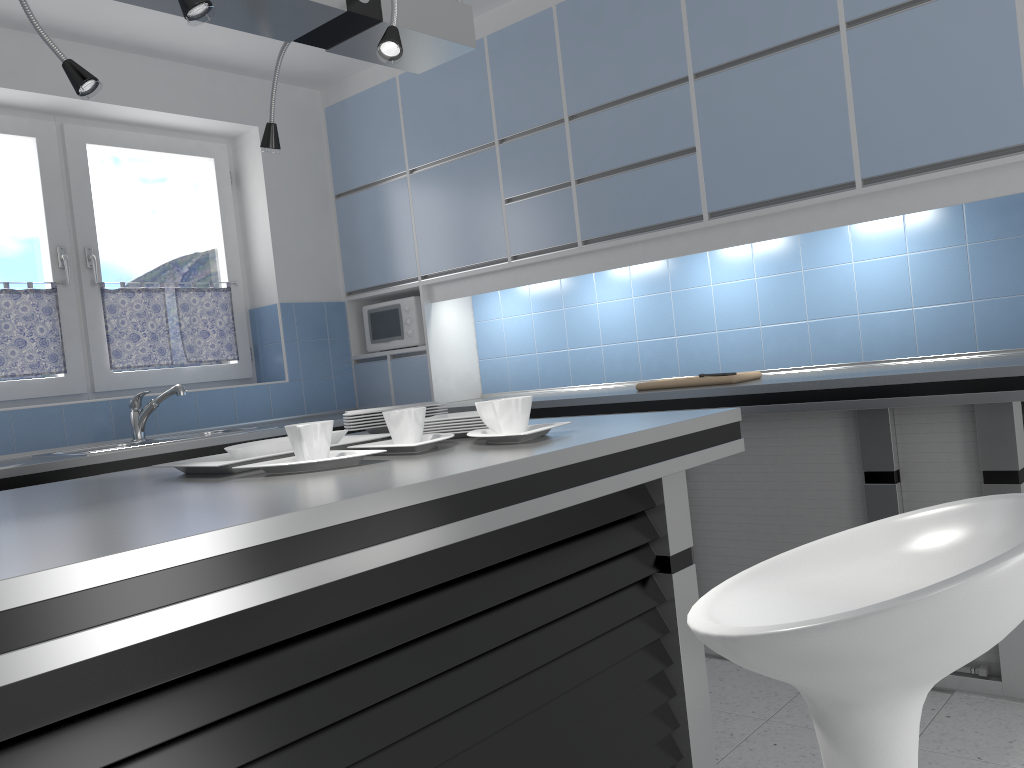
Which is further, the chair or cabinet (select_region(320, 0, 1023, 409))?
cabinet (select_region(320, 0, 1023, 409))

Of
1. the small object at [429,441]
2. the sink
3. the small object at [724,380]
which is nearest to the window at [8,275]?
the sink

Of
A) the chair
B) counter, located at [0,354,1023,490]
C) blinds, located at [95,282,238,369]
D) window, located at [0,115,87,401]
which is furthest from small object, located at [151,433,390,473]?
blinds, located at [95,282,238,369]

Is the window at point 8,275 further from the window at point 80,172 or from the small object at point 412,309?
the small object at point 412,309

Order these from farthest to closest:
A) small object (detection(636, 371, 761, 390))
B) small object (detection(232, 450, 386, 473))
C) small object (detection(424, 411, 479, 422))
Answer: small object (detection(636, 371, 761, 390)), small object (detection(424, 411, 479, 422)), small object (detection(232, 450, 386, 473))

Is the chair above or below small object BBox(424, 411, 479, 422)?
below

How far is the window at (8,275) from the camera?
3.8m

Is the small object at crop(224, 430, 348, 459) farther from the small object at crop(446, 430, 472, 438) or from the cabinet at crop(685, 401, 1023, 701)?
the cabinet at crop(685, 401, 1023, 701)

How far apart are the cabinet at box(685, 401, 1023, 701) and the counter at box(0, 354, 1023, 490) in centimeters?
6cm

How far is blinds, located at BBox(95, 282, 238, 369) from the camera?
4.10m
